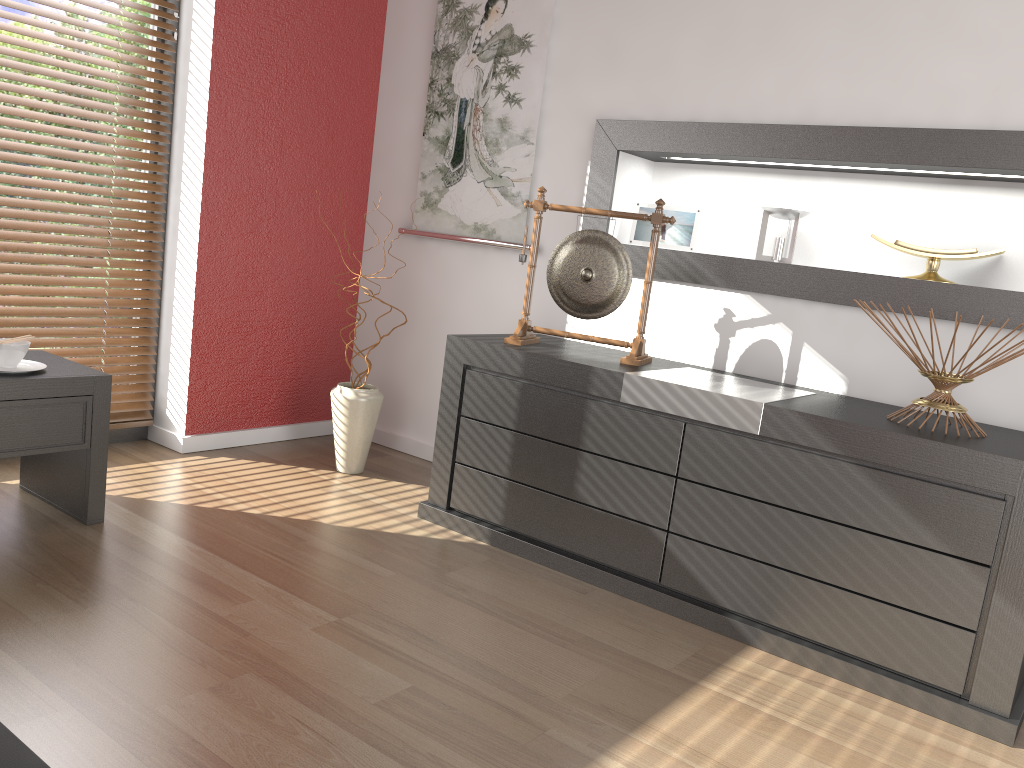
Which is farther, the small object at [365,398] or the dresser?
the small object at [365,398]

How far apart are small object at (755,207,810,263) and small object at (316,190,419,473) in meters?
1.4 m

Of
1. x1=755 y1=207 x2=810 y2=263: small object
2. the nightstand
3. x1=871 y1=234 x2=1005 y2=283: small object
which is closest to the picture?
x1=755 y1=207 x2=810 y2=263: small object

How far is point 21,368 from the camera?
2.3m

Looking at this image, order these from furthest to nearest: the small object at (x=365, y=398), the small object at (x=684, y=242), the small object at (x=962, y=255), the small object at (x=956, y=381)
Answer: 1. the small object at (x=365, y=398)
2. the small object at (x=684, y=242)
3. the small object at (x=962, y=255)
4. the small object at (x=956, y=381)

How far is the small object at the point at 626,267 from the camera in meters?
2.7 m

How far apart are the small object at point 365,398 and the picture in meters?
0.7 m

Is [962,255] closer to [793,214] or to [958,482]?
[793,214]

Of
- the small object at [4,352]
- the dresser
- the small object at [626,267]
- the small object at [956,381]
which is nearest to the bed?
the small object at [4,352]

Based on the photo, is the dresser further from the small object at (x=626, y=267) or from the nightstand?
the nightstand
